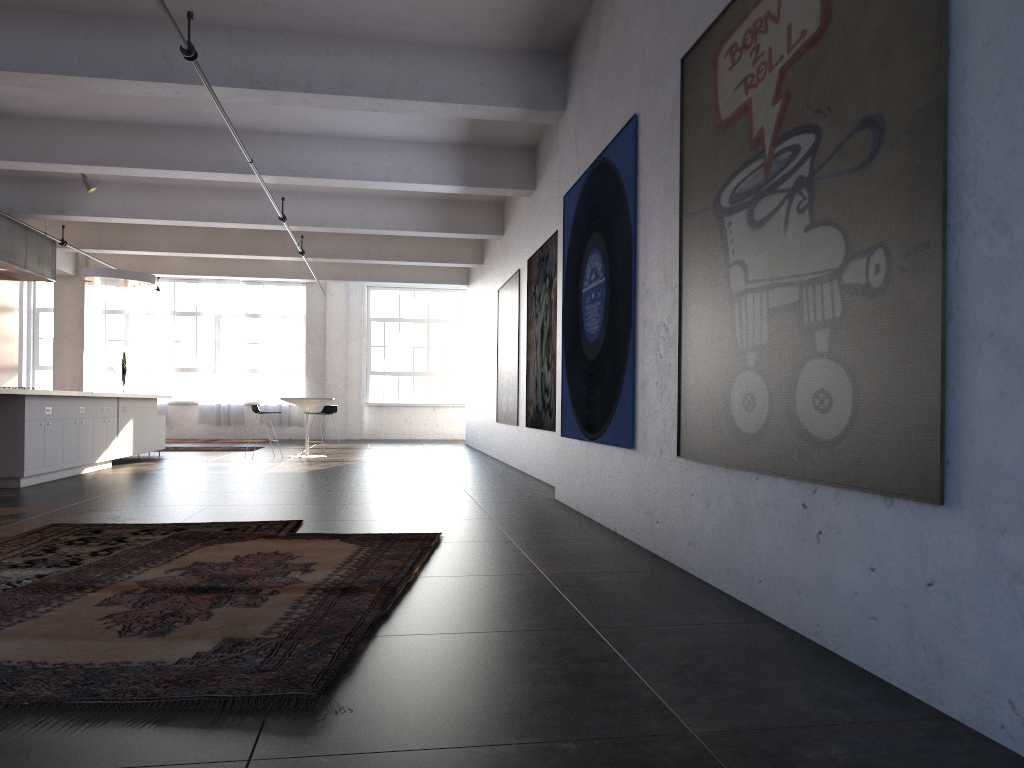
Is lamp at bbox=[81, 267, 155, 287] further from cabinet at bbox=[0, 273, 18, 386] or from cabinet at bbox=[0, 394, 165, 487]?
cabinet at bbox=[0, 394, 165, 487]

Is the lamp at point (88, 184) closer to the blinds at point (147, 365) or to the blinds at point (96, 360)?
the blinds at point (147, 365)

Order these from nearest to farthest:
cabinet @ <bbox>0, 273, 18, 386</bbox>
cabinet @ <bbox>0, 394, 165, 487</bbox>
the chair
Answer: cabinet @ <bbox>0, 394, 165, 487</bbox> < cabinet @ <bbox>0, 273, 18, 386</bbox> < the chair

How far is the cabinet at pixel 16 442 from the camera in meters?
8.7 m

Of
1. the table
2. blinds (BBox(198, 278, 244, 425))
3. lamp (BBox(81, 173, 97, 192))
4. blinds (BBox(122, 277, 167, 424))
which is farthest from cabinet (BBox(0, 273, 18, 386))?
blinds (BBox(198, 278, 244, 425))

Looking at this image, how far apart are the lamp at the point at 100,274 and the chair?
2.49m

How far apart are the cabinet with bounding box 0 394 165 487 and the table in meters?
2.1

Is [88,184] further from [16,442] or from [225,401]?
[225,401]

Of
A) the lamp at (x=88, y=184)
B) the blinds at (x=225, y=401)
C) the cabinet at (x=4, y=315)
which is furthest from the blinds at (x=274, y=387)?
the lamp at (x=88, y=184)

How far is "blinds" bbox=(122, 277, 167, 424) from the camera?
20.8 meters
